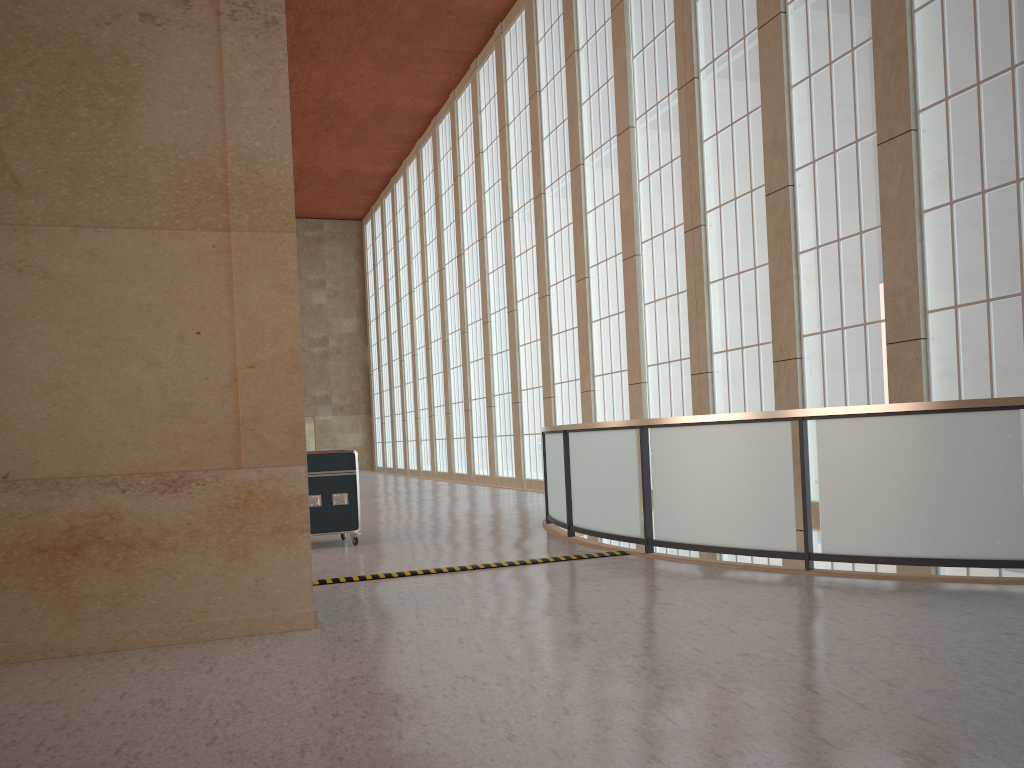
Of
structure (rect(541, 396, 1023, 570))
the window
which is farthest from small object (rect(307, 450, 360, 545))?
the window

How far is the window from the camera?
13.61m

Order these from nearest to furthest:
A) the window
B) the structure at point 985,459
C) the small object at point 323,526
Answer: the structure at point 985,459 → the window → the small object at point 323,526

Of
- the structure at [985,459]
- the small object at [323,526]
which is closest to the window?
the structure at [985,459]

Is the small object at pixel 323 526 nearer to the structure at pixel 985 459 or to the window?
the structure at pixel 985 459

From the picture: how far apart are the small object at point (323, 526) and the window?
9.27m

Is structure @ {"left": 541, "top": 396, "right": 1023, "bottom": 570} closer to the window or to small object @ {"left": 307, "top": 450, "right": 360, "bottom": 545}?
small object @ {"left": 307, "top": 450, "right": 360, "bottom": 545}

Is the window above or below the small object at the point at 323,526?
above

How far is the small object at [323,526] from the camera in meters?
13.9 m

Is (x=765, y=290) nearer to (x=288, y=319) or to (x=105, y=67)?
(x=288, y=319)
